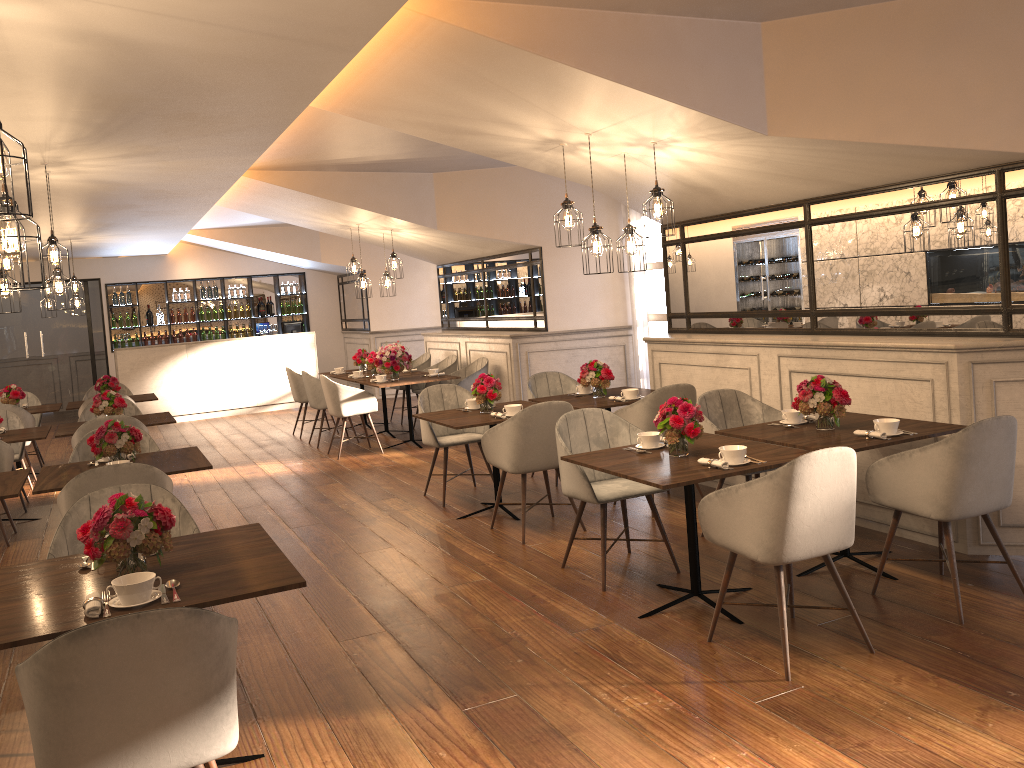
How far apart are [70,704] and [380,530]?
4.1m

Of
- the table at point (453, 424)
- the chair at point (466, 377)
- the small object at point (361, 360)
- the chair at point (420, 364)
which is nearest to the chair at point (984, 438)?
the table at point (453, 424)

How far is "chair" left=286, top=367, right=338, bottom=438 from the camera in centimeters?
1073cm

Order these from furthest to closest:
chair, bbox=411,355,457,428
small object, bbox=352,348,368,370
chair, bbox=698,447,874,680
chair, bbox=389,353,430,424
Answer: chair, bbox=389,353,430,424
small object, bbox=352,348,368,370
chair, bbox=411,355,457,428
chair, bbox=698,447,874,680

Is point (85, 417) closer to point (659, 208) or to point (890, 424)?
point (659, 208)

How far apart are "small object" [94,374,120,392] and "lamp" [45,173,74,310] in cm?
371

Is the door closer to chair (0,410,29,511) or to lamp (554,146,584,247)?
chair (0,410,29,511)

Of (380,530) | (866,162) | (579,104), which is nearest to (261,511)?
(380,530)

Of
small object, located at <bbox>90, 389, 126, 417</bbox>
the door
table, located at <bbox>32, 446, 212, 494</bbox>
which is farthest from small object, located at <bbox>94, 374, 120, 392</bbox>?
the door

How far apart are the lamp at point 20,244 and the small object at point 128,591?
1.1 meters
